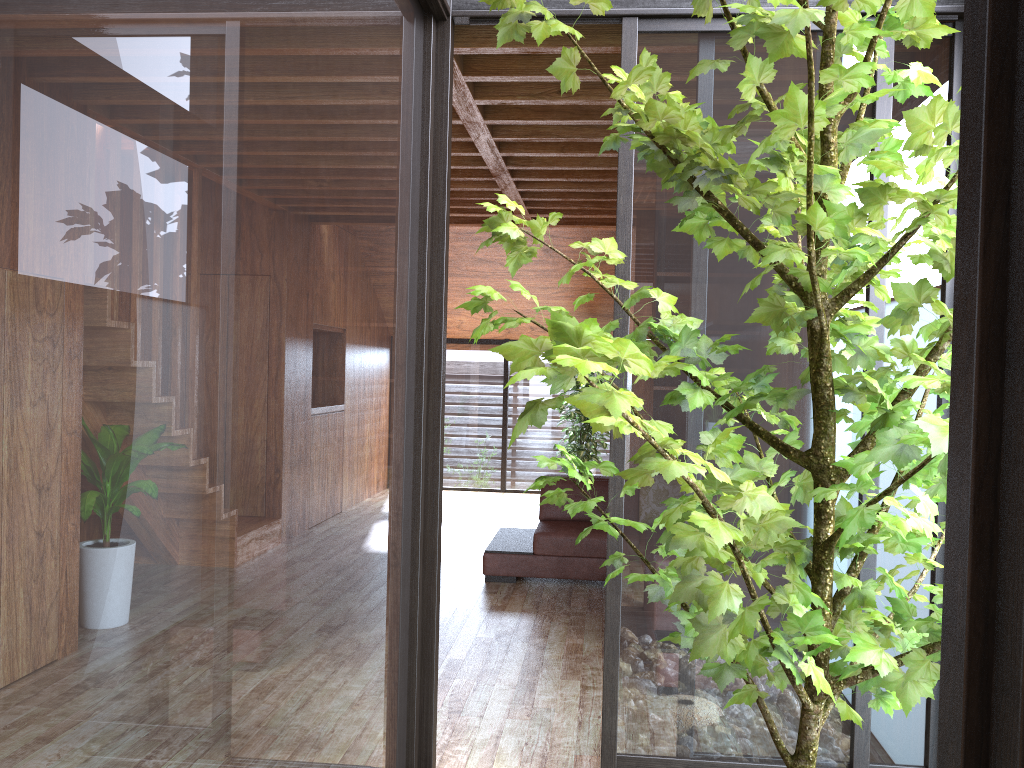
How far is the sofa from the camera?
5.1m

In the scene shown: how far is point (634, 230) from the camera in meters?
2.6

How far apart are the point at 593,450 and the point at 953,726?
7.7 meters

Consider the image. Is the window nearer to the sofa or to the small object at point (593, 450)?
the small object at point (593, 450)

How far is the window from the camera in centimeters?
57cm

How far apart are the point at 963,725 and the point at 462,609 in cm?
415

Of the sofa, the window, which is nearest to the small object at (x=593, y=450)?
the window

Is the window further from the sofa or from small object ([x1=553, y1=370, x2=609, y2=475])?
the sofa

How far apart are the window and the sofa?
2.46m

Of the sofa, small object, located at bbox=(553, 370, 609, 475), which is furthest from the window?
the sofa
